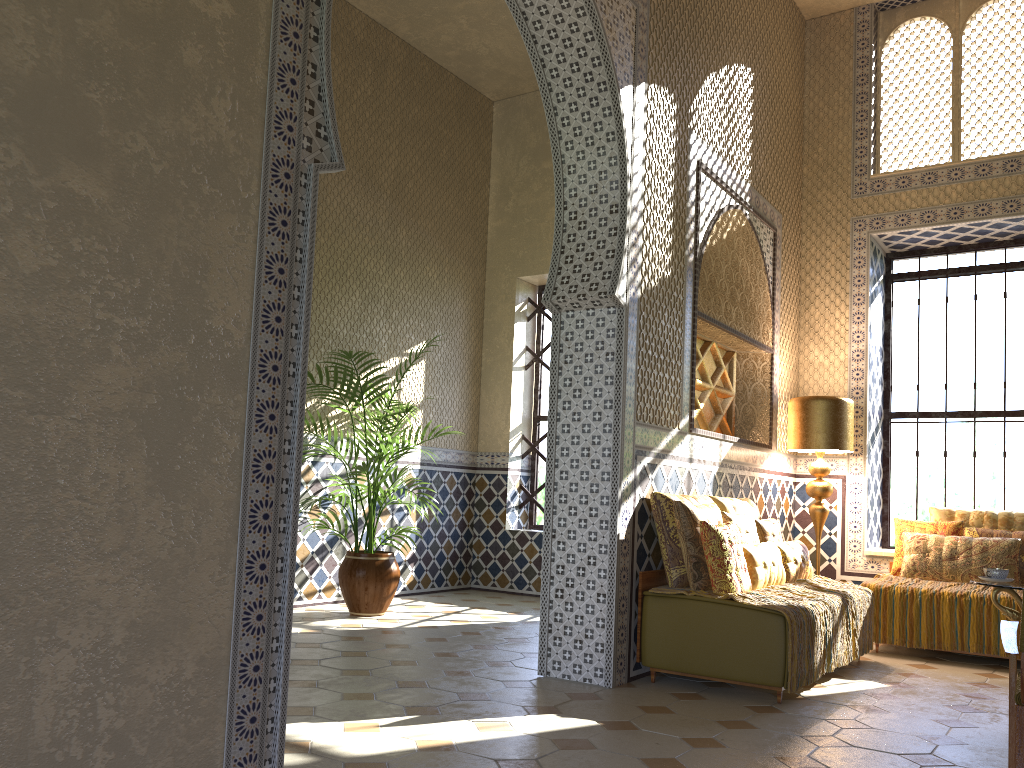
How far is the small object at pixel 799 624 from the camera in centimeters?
677cm

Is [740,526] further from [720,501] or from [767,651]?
[767,651]

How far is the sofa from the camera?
6.69m

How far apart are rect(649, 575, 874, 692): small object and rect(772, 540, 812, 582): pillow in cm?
6

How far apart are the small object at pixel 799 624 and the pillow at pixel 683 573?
0.06m

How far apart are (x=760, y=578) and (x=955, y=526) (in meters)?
3.55

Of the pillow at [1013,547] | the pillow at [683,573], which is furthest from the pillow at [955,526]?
the pillow at [683,573]

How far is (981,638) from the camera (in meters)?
8.78

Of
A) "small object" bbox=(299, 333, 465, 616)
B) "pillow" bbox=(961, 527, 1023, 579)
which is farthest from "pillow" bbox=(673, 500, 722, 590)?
"small object" bbox=(299, 333, 465, 616)

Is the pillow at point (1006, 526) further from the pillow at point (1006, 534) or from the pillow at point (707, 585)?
the pillow at point (707, 585)
